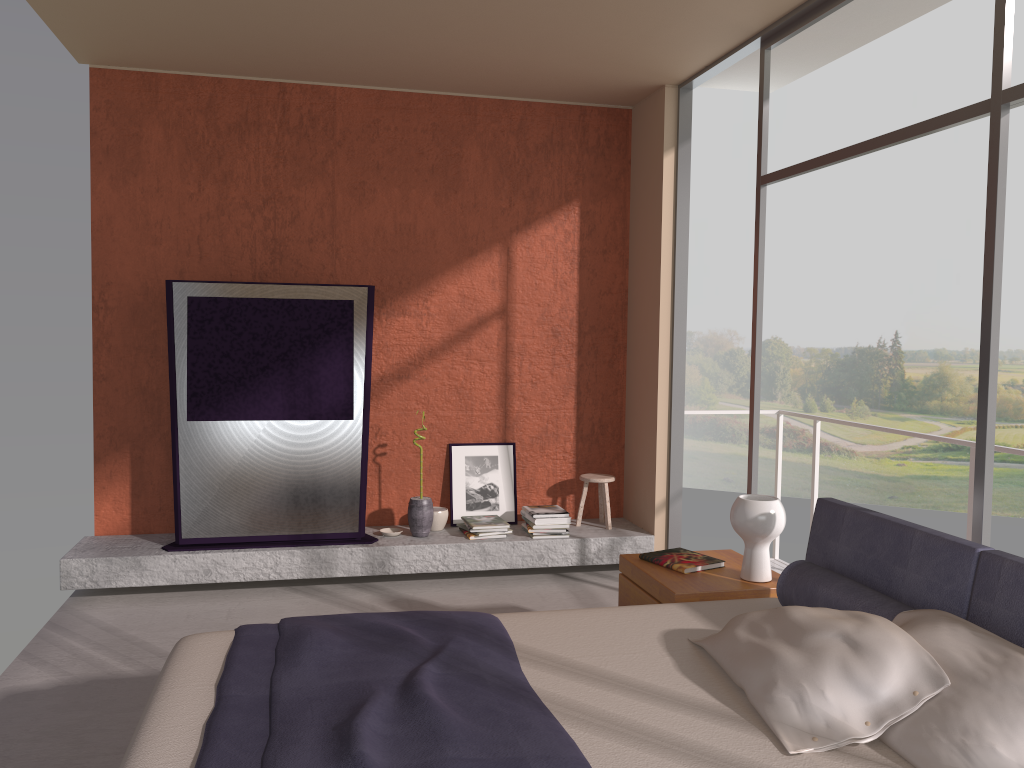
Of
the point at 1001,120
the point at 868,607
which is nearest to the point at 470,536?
the point at 868,607

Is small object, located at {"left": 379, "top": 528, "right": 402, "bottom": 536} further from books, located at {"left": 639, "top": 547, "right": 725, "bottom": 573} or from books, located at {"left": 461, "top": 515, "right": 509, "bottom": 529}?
books, located at {"left": 639, "top": 547, "right": 725, "bottom": 573}

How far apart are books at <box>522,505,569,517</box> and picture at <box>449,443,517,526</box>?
0.25m

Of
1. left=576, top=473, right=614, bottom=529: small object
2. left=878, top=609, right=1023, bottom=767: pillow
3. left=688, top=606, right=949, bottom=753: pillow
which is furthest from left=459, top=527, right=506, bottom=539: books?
left=878, top=609, right=1023, bottom=767: pillow

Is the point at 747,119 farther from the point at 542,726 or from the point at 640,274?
the point at 542,726

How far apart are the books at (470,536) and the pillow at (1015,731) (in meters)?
3.27

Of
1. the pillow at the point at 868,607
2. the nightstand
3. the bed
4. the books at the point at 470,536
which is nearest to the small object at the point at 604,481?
the books at the point at 470,536

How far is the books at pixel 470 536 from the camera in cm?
557

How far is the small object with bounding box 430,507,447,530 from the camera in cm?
577

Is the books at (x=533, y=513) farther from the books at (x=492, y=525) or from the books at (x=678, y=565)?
the books at (x=678, y=565)
